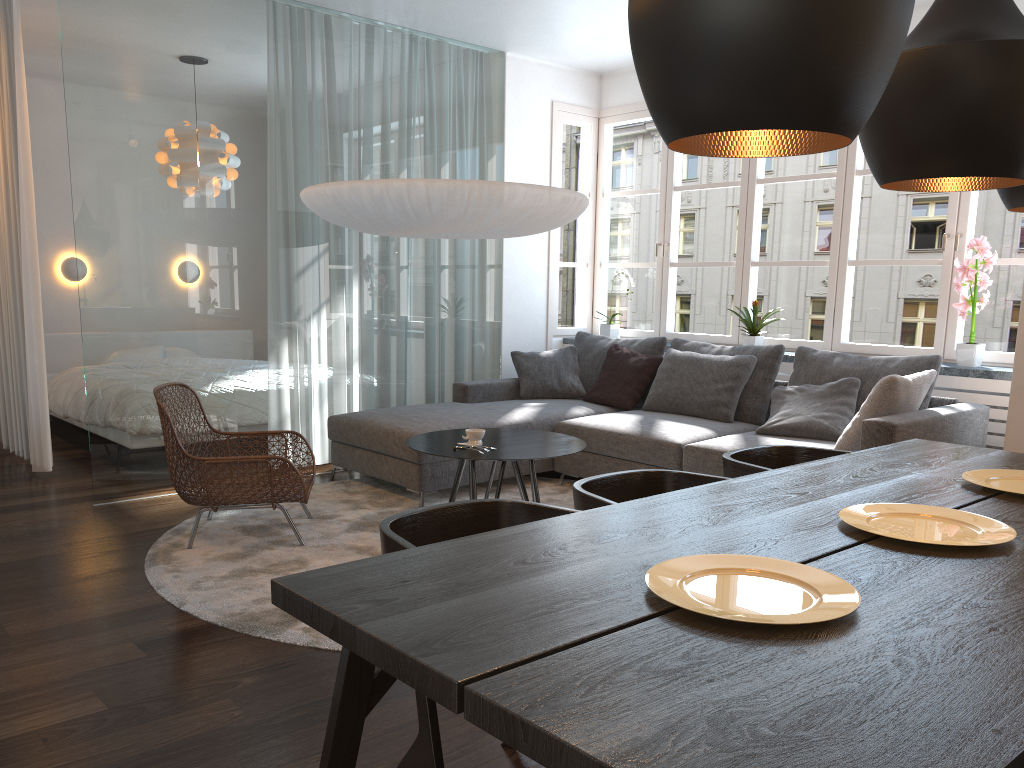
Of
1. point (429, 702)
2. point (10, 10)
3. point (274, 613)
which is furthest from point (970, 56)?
point (10, 10)

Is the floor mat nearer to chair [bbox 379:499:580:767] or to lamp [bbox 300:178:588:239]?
chair [bbox 379:499:580:767]

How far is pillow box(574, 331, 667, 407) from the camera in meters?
5.9 m

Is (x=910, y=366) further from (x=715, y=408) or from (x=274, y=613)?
(x=274, y=613)

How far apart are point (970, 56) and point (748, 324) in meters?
4.2

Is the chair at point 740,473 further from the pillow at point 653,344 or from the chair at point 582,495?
the pillow at point 653,344

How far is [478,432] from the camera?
4.0 meters

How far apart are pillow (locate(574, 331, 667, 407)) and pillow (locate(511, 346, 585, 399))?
0.0 meters

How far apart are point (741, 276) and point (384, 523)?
4.6m

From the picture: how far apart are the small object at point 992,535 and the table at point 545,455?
1.8m
